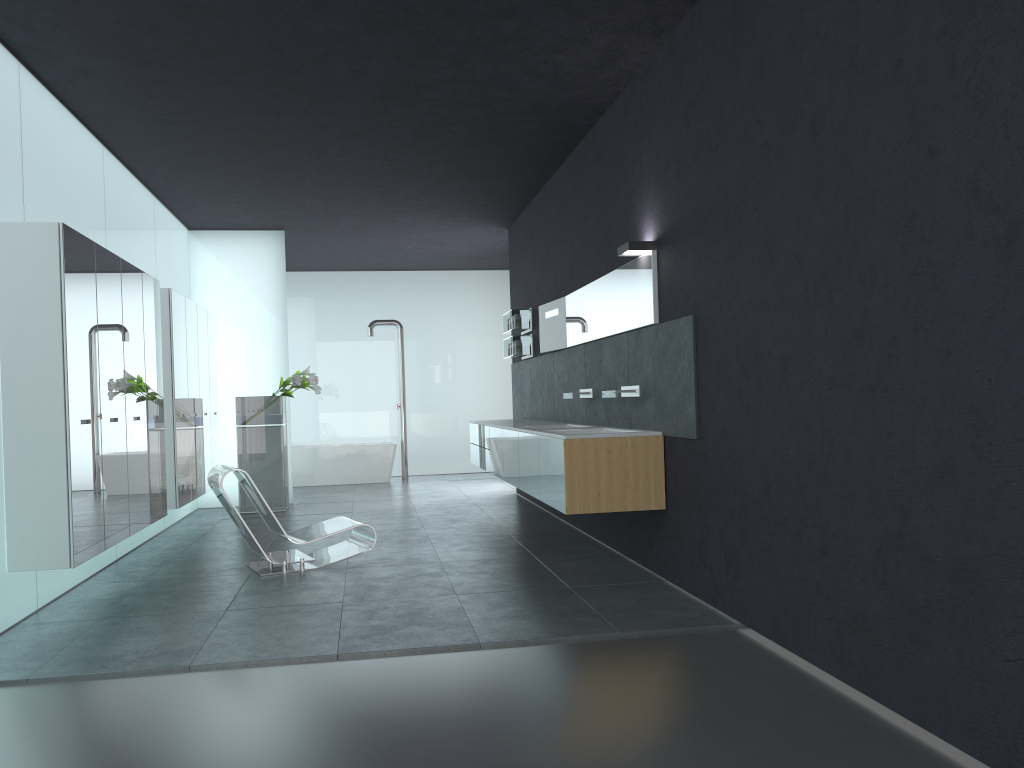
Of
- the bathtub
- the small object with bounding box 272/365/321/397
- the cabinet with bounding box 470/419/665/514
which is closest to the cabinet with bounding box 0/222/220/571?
the small object with bounding box 272/365/321/397

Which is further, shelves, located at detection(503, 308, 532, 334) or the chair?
shelves, located at detection(503, 308, 532, 334)

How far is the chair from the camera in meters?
7.1

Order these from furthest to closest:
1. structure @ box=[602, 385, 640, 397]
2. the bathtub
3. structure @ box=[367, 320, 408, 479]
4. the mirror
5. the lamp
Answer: structure @ box=[367, 320, 408, 479] < the bathtub < structure @ box=[602, 385, 640, 397] < the mirror < the lamp

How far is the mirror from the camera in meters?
6.6

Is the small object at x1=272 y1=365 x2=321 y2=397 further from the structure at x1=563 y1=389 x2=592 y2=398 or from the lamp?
the lamp

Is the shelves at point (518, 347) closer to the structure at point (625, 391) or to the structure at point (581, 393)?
the structure at point (581, 393)

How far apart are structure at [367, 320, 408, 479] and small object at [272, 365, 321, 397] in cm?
348

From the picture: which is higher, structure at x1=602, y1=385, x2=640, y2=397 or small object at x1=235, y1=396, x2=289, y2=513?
structure at x1=602, y1=385, x2=640, y2=397

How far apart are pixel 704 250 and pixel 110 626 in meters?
4.4 m
